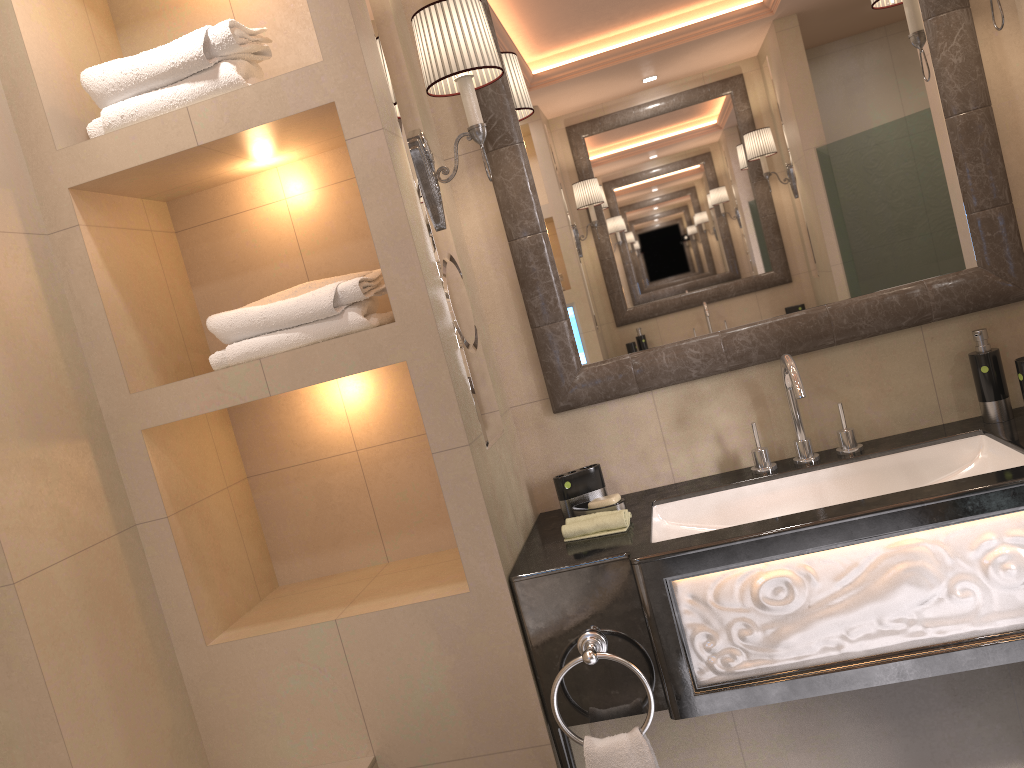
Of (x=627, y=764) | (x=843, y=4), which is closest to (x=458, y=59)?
(x=843, y=4)

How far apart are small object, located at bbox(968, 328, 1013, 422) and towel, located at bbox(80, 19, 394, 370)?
1.3 meters

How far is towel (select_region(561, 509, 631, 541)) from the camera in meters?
1.9 m

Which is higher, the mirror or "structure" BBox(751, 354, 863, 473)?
the mirror

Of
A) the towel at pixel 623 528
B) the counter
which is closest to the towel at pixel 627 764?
the counter

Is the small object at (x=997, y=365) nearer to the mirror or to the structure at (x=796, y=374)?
the mirror

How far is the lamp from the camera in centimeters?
183cm

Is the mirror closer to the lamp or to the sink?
the lamp

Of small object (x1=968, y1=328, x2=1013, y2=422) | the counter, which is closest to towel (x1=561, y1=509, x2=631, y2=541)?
the counter

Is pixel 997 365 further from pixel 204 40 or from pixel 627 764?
pixel 204 40
